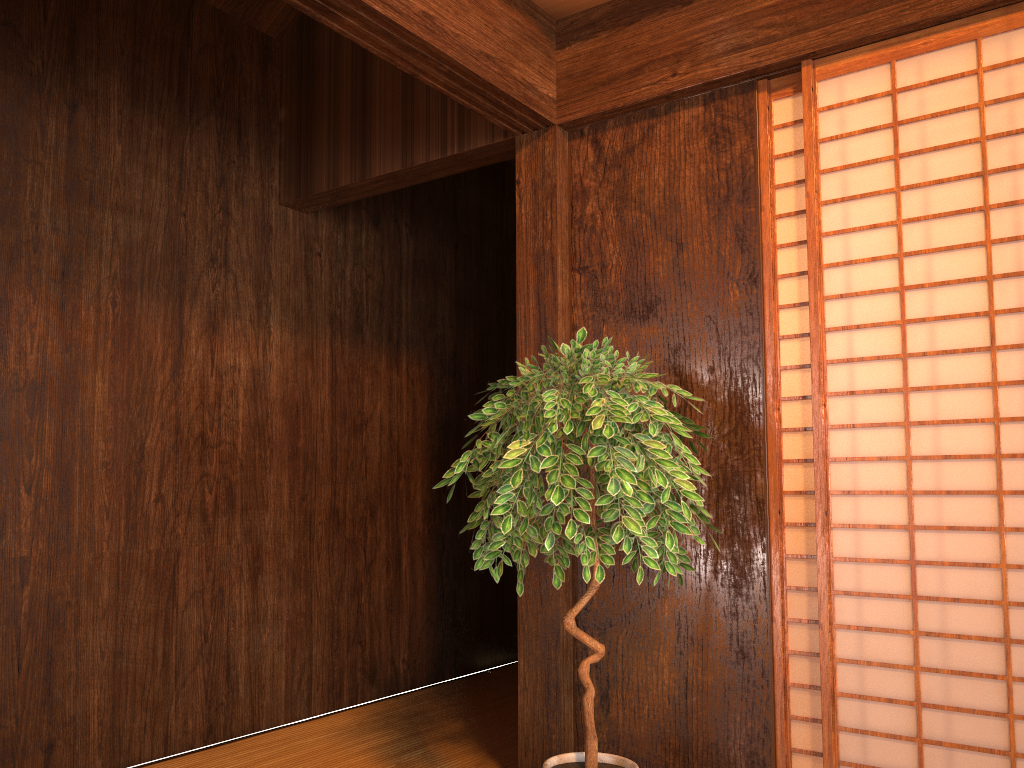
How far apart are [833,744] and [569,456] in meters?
1.0 m

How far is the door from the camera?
2.19m

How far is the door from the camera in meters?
2.2 m

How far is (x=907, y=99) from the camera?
4.7 meters

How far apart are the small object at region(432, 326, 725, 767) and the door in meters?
0.3

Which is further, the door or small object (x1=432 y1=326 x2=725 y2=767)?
the door

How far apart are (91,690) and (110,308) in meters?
1.2

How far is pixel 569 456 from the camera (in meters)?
1.97
